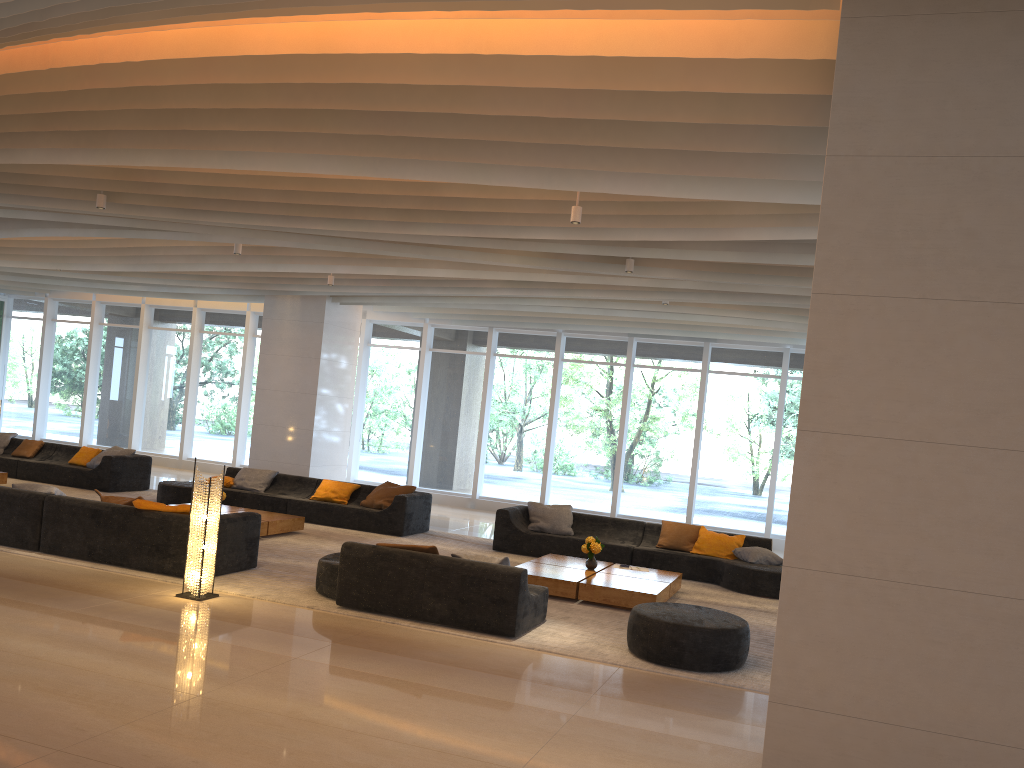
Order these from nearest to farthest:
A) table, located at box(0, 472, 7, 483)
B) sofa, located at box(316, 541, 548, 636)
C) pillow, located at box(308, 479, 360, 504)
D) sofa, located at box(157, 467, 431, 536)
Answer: sofa, located at box(316, 541, 548, 636) < sofa, located at box(157, 467, 431, 536) < pillow, located at box(308, 479, 360, 504) < table, located at box(0, 472, 7, 483)

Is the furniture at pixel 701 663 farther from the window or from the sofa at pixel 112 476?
the sofa at pixel 112 476

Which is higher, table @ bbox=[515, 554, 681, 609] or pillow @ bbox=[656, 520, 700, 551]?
pillow @ bbox=[656, 520, 700, 551]

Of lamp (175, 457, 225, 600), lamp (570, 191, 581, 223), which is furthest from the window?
lamp (175, 457, 225, 600)

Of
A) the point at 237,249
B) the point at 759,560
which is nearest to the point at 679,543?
the point at 759,560

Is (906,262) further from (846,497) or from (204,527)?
(204,527)

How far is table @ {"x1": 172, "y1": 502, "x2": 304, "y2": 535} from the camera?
11.0 meters

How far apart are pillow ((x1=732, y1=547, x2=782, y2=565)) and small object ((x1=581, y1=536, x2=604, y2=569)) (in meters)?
2.26

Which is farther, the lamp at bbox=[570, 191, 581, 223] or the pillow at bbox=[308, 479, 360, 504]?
the pillow at bbox=[308, 479, 360, 504]

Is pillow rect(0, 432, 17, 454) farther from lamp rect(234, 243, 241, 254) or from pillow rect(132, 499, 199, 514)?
pillow rect(132, 499, 199, 514)
